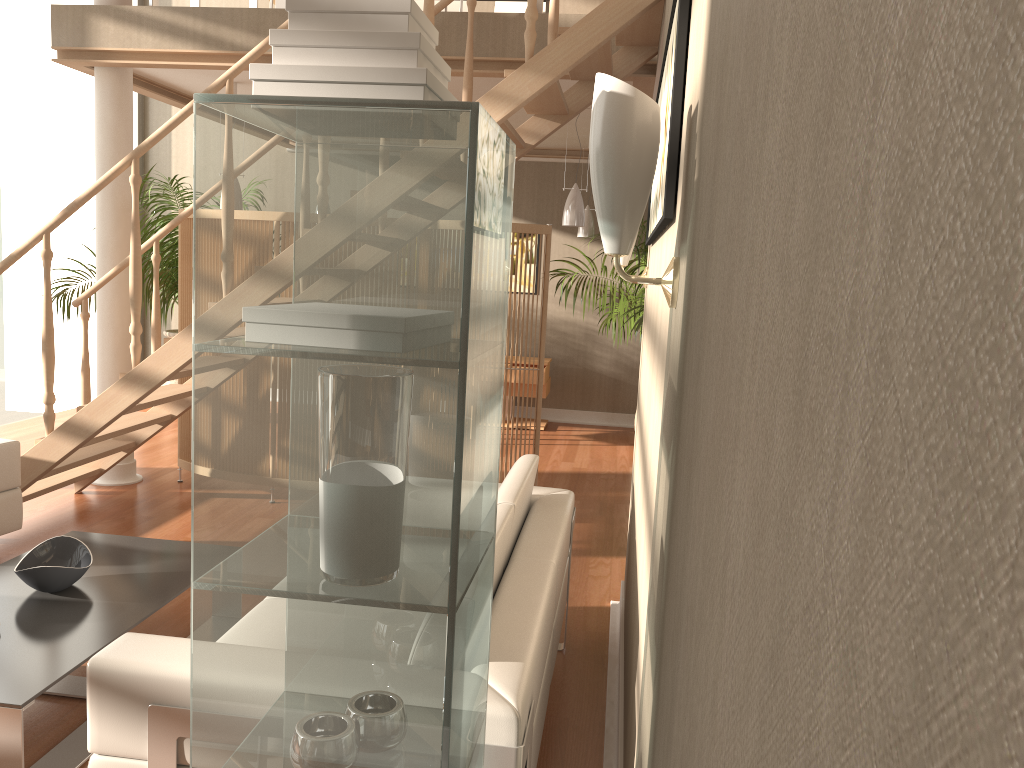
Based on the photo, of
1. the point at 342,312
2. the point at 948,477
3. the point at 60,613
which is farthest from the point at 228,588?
the point at 60,613

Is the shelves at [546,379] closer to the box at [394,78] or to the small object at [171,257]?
the small object at [171,257]

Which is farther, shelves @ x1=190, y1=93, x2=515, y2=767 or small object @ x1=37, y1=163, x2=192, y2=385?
small object @ x1=37, y1=163, x2=192, y2=385

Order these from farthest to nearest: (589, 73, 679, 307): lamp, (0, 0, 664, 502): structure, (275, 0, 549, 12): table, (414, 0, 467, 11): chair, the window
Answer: (414, 0, 467, 11): chair
the window
(275, 0, 549, 12): table
(0, 0, 664, 502): structure
(589, 73, 679, 307): lamp

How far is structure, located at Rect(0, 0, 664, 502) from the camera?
3.5m

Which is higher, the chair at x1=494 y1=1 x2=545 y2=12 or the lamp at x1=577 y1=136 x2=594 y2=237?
the chair at x1=494 y1=1 x2=545 y2=12

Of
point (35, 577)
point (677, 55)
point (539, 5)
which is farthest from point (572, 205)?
point (677, 55)

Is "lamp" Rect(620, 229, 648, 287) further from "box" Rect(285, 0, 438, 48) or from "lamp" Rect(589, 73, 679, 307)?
"box" Rect(285, 0, 438, 48)

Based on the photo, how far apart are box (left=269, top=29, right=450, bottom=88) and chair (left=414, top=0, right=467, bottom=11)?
6.1 meters

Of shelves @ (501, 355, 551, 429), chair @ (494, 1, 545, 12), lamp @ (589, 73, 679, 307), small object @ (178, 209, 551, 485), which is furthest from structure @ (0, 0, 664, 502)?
shelves @ (501, 355, 551, 429)
